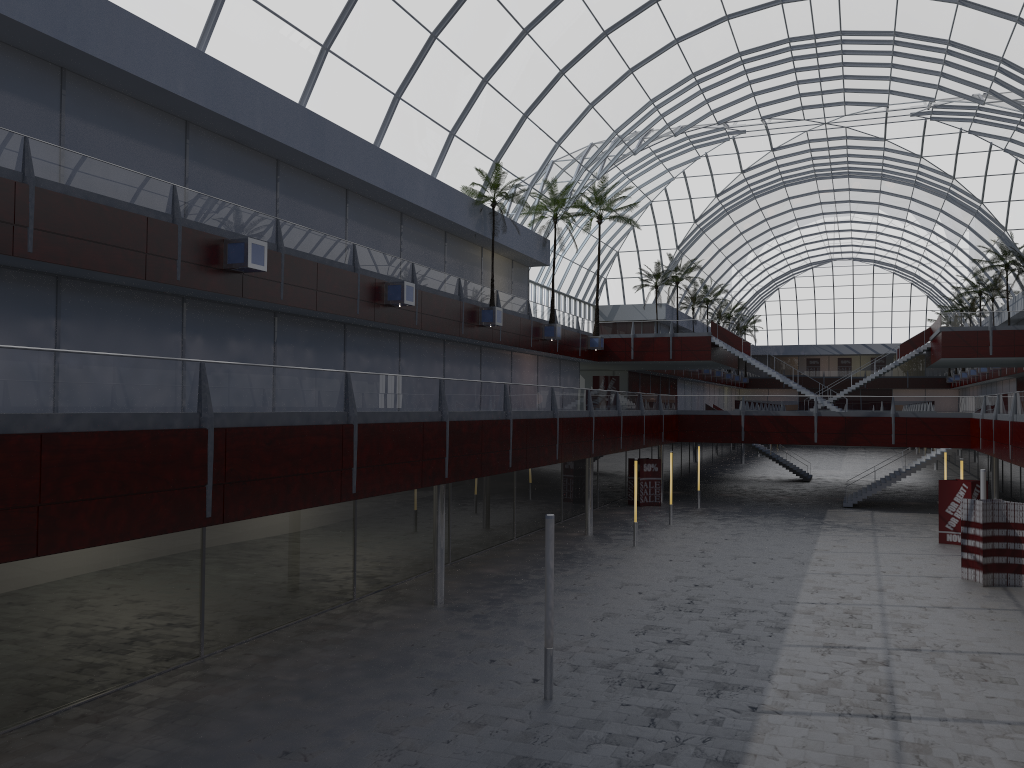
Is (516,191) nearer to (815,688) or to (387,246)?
(387,246)

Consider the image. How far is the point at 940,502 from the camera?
44.3 meters
